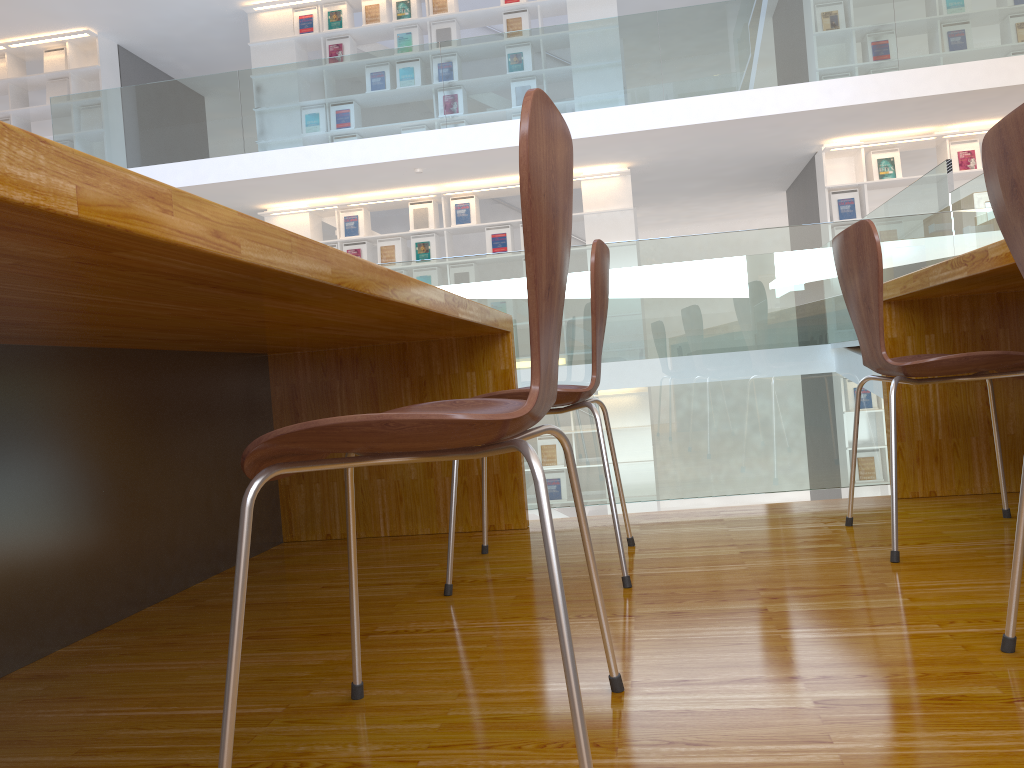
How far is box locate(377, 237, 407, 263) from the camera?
8.7m

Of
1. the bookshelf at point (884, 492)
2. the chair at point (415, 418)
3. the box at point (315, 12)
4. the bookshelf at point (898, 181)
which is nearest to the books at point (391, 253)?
the box at point (315, 12)

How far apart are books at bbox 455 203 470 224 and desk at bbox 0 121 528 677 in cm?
618

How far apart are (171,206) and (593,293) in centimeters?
113cm

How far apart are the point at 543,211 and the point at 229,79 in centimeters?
781cm

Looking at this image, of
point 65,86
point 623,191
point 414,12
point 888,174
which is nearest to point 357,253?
point 414,12

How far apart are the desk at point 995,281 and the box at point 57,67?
9.43m

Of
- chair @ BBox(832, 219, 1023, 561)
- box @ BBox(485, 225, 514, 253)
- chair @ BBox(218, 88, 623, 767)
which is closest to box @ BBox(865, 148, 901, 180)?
box @ BBox(485, 225, 514, 253)

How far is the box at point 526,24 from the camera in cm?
849

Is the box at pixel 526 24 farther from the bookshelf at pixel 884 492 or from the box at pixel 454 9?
the bookshelf at pixel 884 492
